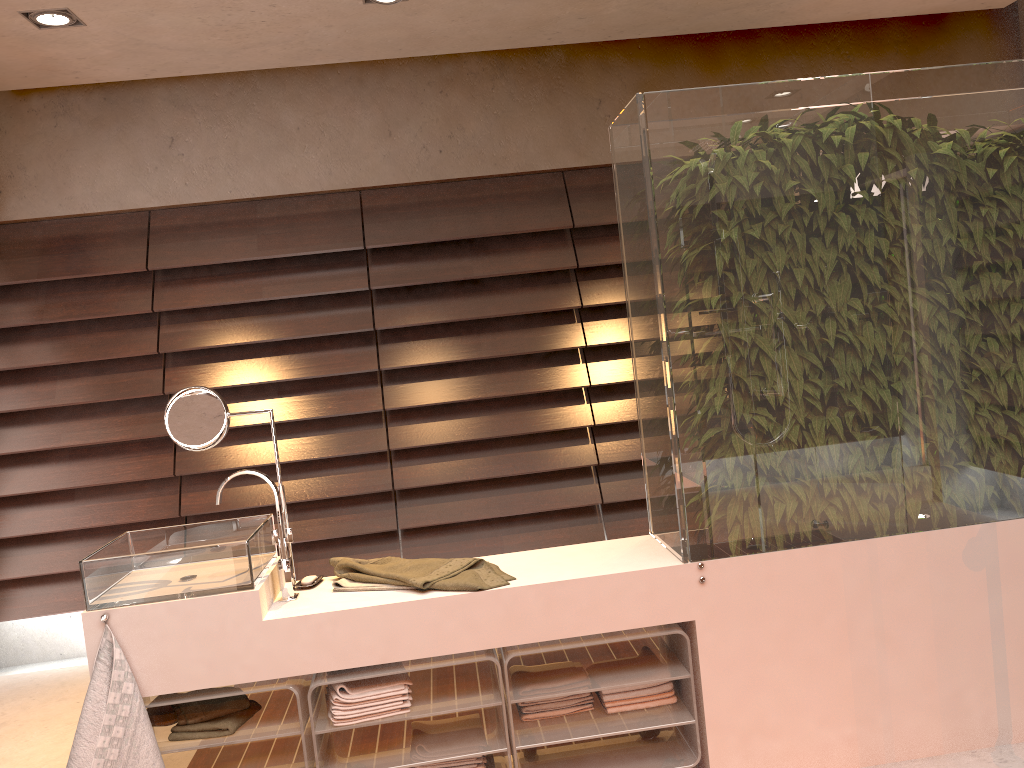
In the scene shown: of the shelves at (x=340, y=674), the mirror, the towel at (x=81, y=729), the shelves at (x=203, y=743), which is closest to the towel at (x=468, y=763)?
the shelves at (x=340, y=674)

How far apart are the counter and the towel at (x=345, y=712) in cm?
5

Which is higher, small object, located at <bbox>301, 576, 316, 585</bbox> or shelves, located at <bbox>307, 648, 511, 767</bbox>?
small object, located at <bbox>301, 576, 316, 585</bbox>

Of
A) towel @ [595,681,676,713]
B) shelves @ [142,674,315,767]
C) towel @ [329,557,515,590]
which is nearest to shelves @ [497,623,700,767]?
towel @ [595,681,676,713]

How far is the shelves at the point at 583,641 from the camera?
2.29m

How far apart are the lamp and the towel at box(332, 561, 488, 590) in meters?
2.2

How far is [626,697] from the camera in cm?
239

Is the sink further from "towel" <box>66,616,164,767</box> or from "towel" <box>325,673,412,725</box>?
"towel" <box>325,673,412,725</box>

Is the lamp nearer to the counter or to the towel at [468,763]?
the counter

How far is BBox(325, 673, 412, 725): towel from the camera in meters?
2.2 m
